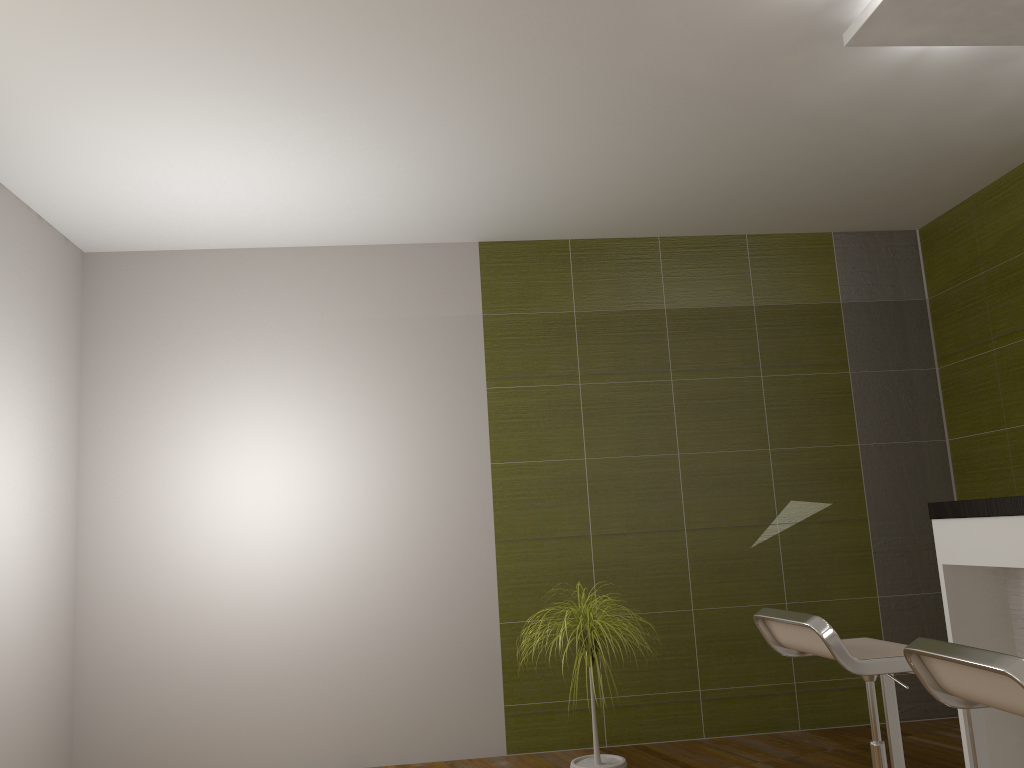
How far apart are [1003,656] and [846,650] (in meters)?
0.77

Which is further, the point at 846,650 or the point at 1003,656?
the point at 846,650

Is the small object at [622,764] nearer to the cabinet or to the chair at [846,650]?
the chair at [846,650]

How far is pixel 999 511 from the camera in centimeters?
252cm

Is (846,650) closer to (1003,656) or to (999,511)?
(999,511)

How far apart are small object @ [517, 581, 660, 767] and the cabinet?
1.2 meters

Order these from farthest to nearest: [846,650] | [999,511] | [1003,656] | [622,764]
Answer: [622,764], [999,511], [846,650], [1003,656]

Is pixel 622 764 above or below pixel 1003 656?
below

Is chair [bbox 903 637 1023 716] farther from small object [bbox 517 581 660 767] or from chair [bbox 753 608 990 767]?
small object [bbox 517 581 660 767]

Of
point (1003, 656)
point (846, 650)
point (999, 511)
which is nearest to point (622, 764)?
point (846, 650)
